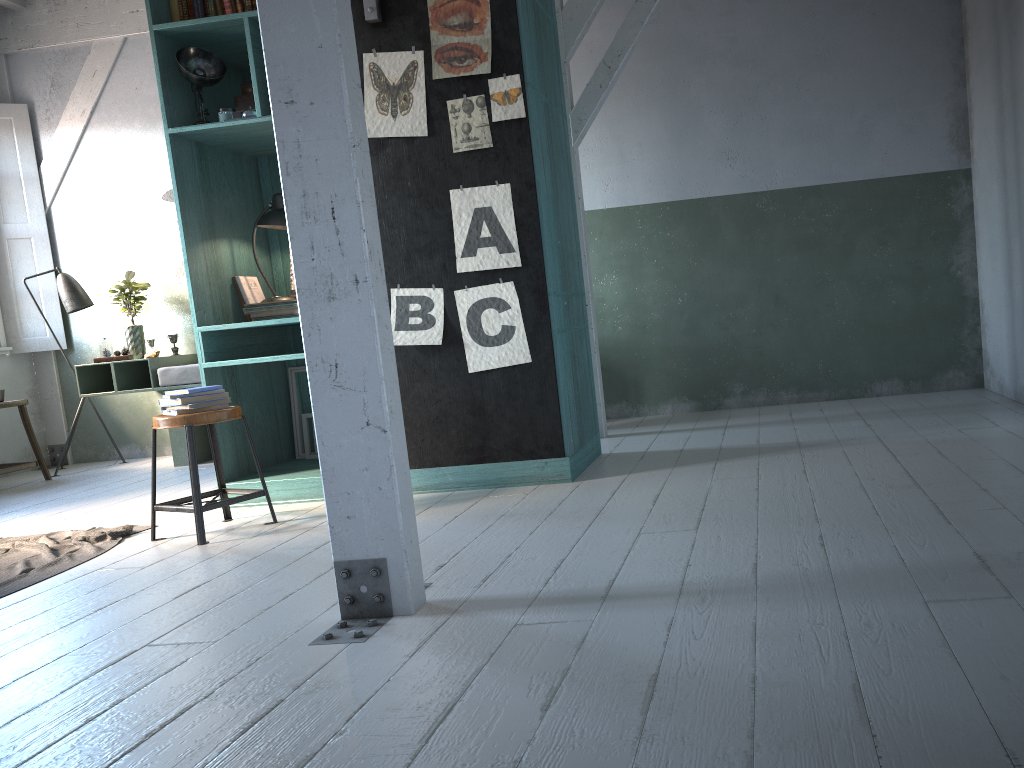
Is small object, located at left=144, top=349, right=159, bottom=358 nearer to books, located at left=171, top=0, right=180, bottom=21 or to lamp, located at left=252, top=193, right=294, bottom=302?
lamp, located at left=252, top=193, right=294, bottom=302

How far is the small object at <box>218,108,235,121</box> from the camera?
5.43m

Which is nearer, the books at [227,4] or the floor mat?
the floor mat

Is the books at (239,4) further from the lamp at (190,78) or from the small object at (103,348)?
the small object at (103,348)

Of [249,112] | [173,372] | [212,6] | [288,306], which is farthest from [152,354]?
[212,6]

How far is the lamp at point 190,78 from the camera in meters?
5.3 m

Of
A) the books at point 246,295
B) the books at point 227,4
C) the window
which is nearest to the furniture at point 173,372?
the window

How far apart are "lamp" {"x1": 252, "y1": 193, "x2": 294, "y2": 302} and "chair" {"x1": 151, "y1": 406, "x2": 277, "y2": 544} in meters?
1.1

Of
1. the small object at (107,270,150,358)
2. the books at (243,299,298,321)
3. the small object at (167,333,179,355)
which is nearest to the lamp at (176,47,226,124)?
the books at (243,299,298,321)

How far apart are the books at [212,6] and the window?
4.8 meters
